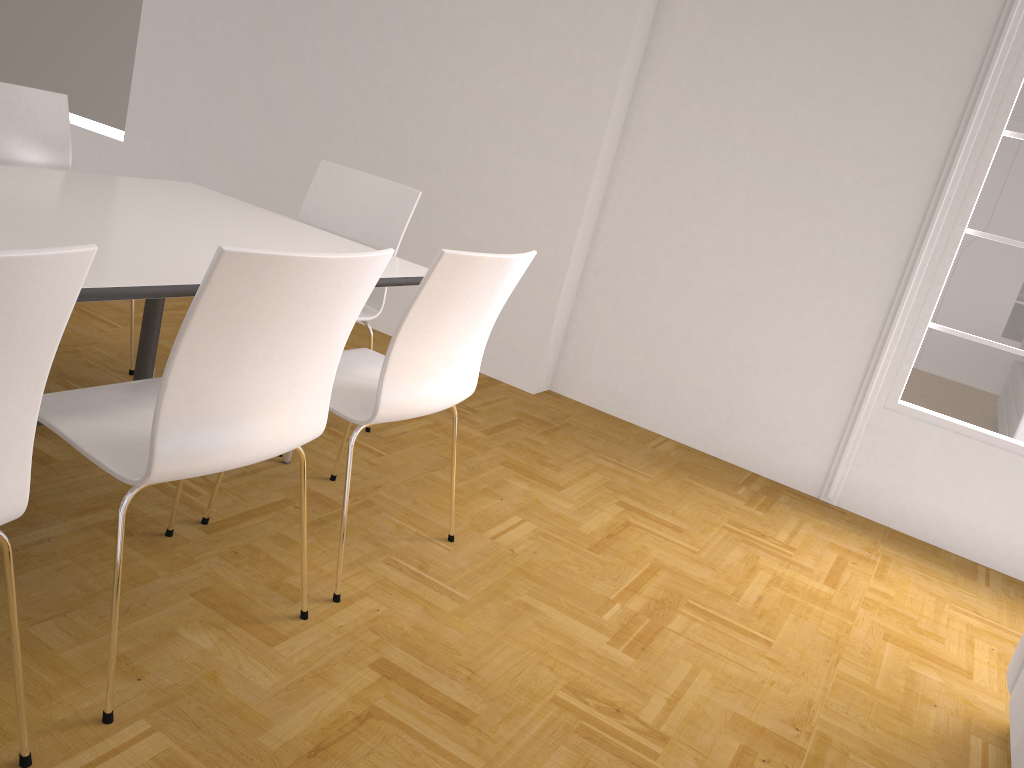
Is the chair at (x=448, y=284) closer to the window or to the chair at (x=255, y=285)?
the chair at (x=255, y=285)

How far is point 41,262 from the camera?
1.14m

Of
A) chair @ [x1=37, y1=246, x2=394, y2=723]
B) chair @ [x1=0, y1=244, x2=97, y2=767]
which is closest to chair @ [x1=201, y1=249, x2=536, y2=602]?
chair @ [x1=37, y1=246, x2=394, y2=723]

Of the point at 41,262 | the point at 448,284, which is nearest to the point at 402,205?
the point at 448,284

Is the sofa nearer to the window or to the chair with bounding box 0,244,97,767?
the window

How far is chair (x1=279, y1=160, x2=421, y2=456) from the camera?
3.2m

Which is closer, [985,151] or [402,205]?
[402,205]

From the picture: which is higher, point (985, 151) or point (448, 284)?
point (985, 151)

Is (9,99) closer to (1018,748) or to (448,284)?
(448,284)

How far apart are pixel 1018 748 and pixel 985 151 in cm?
243
